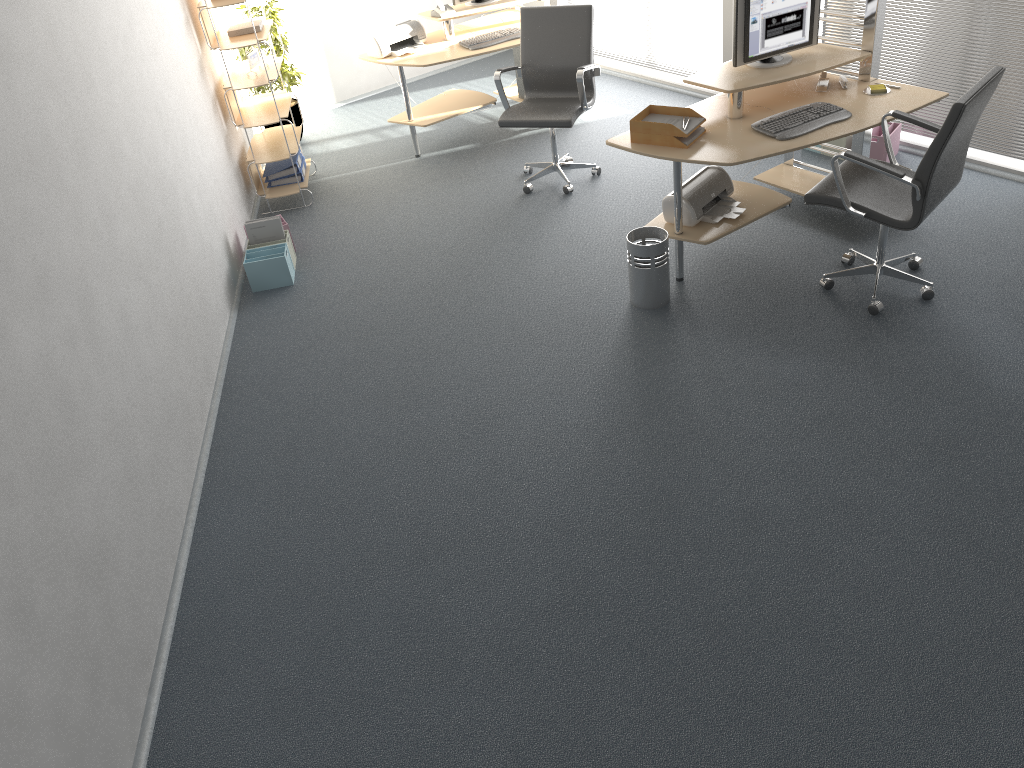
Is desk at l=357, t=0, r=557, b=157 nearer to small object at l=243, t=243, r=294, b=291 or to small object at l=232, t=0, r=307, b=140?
small object at l=232, t=0, r=307, b=140

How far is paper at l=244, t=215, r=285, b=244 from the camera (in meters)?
5.34

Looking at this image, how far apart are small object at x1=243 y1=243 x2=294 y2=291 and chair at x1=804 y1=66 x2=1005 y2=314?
2.90m

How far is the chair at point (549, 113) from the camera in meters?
5.5 m

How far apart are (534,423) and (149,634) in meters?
1.7 m

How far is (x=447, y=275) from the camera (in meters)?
5.14

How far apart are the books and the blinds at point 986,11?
3.7m

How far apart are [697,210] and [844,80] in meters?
1.1 m

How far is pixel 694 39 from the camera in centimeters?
686cm

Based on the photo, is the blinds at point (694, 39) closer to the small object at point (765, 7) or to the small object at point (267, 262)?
the small object at point (765, 7)
